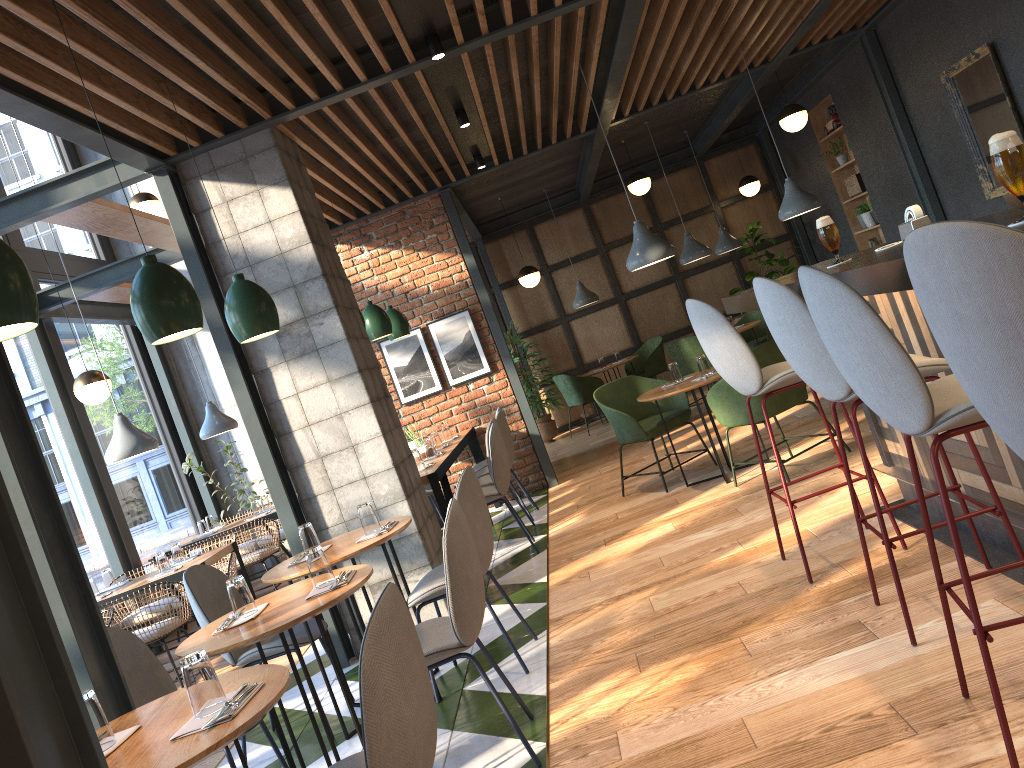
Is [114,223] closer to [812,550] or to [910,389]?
[812,550]

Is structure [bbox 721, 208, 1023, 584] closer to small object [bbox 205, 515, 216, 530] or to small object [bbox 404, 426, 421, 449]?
small object [bbox 404, 426, 421, 449]

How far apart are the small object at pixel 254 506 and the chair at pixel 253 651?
3.82m

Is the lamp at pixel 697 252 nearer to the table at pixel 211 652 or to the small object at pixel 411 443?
the small object at pixel 411 443

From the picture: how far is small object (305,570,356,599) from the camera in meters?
3.0

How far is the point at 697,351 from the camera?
8.9 meters

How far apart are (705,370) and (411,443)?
2.33m

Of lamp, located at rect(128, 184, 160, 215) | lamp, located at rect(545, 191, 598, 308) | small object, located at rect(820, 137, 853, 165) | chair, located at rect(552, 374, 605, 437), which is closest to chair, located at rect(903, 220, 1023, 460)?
lamp, located at rect(128, 184, 160, 215)

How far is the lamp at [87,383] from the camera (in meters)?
6.68

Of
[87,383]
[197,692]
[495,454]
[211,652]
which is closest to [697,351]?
[495,454]
